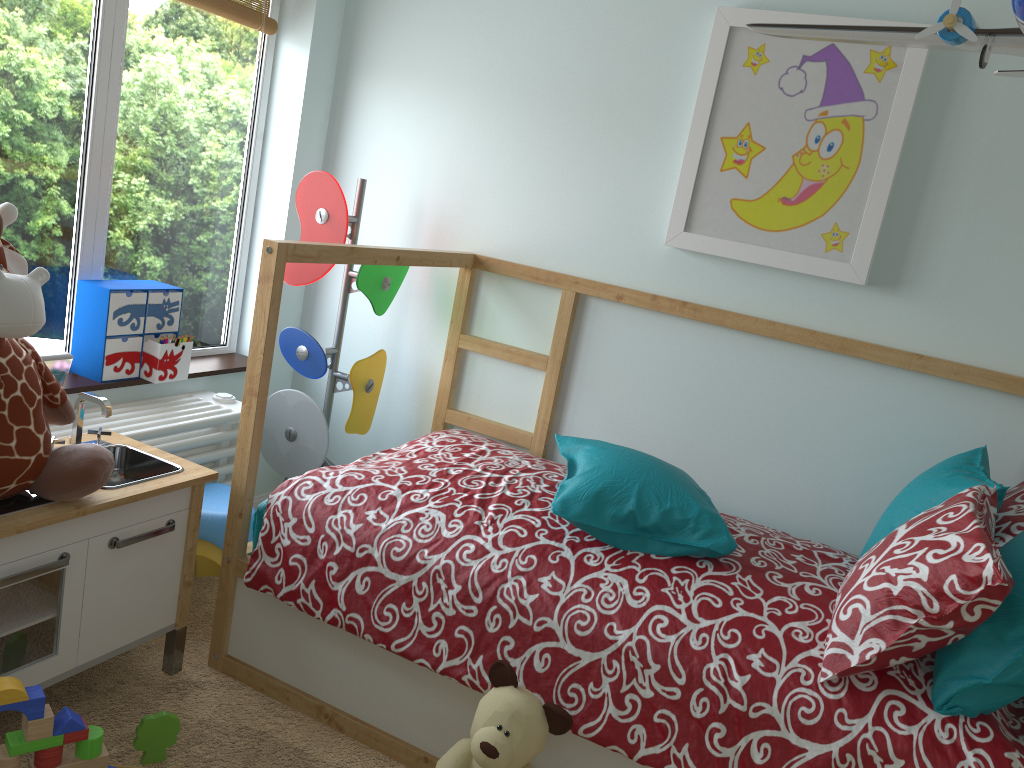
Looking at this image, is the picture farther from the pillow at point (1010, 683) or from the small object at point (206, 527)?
the small object at point (206, 527)

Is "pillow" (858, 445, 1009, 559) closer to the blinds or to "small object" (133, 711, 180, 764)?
"small object" (133, 711, 180, 764)

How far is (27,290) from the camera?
1.4m

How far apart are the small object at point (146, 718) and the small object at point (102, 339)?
0.9 meters

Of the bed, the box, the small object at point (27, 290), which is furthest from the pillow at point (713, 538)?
the box

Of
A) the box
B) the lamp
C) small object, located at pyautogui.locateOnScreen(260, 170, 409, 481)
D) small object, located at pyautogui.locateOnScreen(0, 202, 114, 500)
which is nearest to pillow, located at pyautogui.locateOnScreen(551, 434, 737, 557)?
small object, located at pyautogui.locateOnScreen(260, 170, 409, 481)

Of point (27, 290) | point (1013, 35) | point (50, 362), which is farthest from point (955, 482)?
point (50, 362)

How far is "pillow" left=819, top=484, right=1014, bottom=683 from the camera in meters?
1.4

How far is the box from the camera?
2.0m

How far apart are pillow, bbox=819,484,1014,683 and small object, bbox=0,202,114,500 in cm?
130
